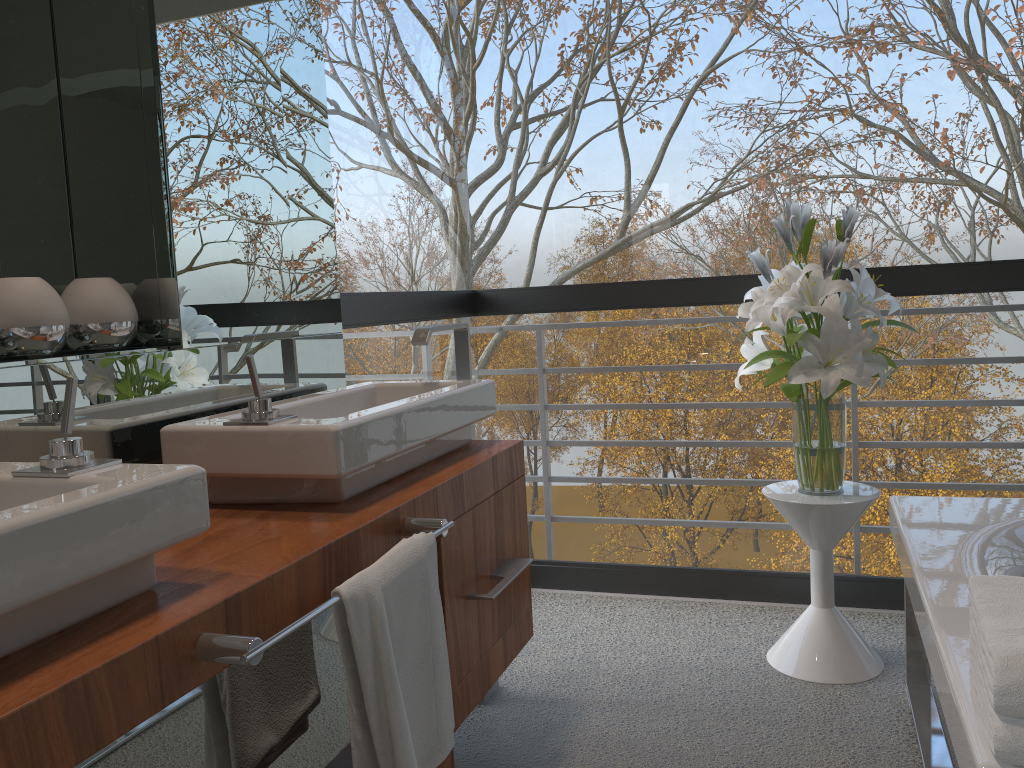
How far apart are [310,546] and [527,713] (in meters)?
1.20

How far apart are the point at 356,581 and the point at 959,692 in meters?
0.8

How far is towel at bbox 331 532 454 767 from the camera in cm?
120

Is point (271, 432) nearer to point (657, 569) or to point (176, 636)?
point (176, 636)

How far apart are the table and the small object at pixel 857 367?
0.02m

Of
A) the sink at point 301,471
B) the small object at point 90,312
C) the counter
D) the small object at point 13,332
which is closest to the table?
the counter

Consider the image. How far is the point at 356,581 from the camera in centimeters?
120cm

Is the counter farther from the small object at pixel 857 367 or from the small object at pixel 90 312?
the small object at pixel 857 367

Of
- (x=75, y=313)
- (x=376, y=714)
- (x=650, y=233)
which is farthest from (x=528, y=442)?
(x=650, y=233)

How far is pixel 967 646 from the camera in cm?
130
